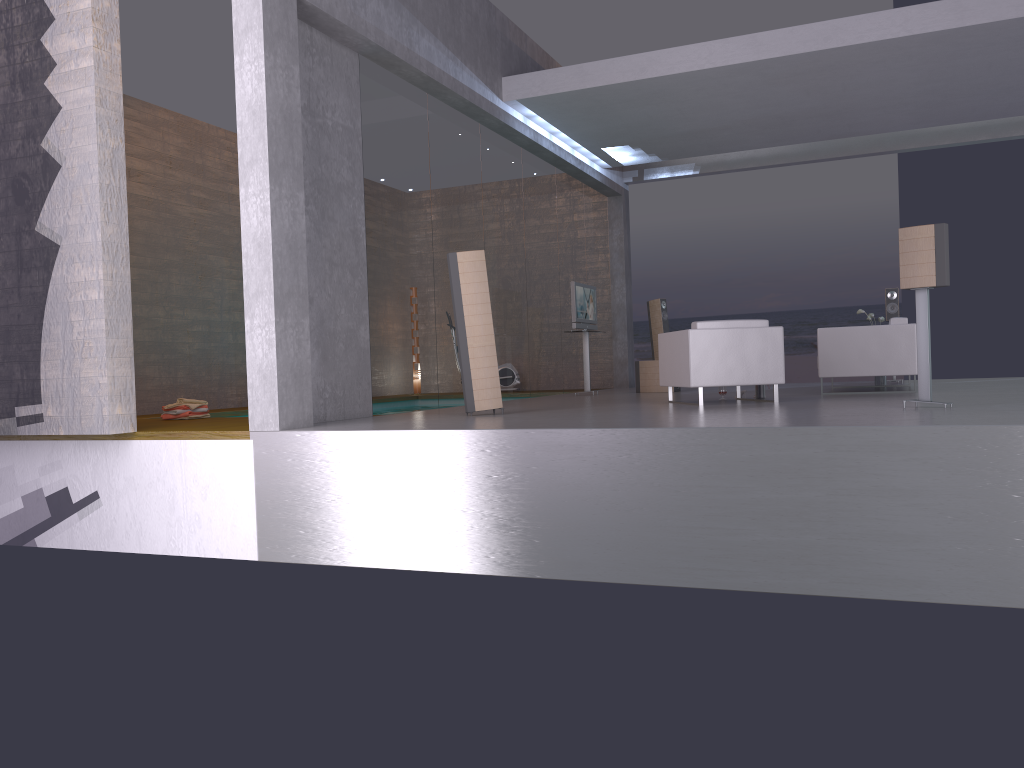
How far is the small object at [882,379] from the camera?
11.8 meters

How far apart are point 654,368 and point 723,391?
3.17m

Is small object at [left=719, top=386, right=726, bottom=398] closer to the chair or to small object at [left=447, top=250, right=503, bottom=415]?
the chair

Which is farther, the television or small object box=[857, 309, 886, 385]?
the television

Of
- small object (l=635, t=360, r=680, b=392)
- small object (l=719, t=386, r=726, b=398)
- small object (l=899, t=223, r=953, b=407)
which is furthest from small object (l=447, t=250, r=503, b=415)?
small object (l=635, t=360, r=680, b=392)

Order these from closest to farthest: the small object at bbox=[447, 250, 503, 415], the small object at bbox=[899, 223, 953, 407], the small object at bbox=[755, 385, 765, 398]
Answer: the small object at bbox=[899, 223, 953, 407]
the small object at bbox=[447, 250, 503, 415]
the small object at bbox=[755, 385, 765, 398]

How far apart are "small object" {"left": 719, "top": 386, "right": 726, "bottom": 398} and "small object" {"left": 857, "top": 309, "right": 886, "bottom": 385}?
3.4 meters

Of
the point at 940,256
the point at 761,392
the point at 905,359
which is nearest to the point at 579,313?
the point at 761,392

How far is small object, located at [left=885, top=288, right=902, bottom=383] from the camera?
12.57m

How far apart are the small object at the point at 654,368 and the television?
0.9m
